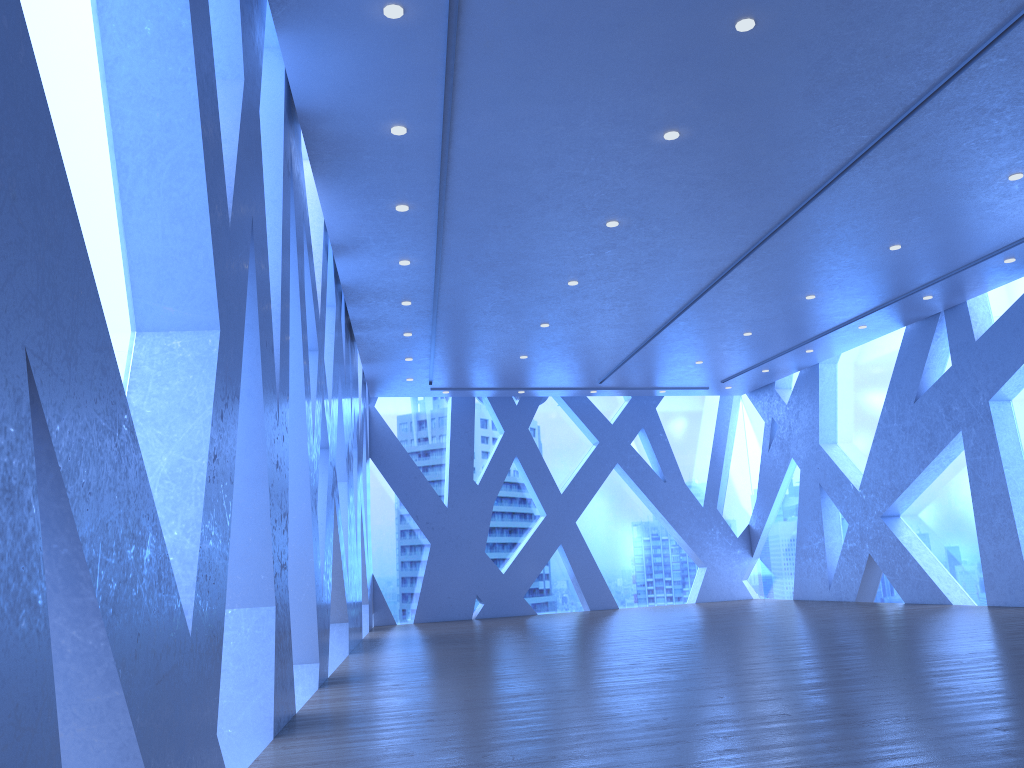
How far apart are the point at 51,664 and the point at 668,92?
5.2m
